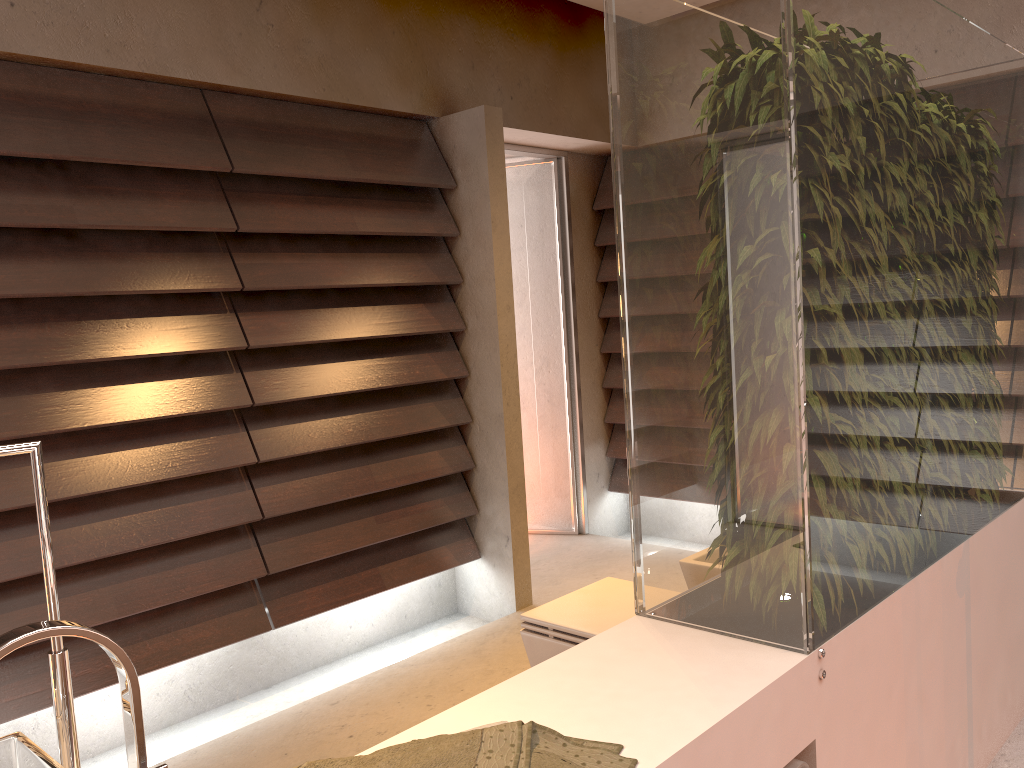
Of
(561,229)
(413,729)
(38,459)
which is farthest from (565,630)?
(561,229)

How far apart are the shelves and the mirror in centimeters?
109cm

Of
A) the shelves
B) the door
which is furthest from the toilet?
the door

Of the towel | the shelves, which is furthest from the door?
the towel

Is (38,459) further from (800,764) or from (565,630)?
(565,630)

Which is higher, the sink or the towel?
the sink

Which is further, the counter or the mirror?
the counter

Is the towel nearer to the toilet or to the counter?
the counter

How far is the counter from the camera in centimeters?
130cm

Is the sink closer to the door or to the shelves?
the shelves
